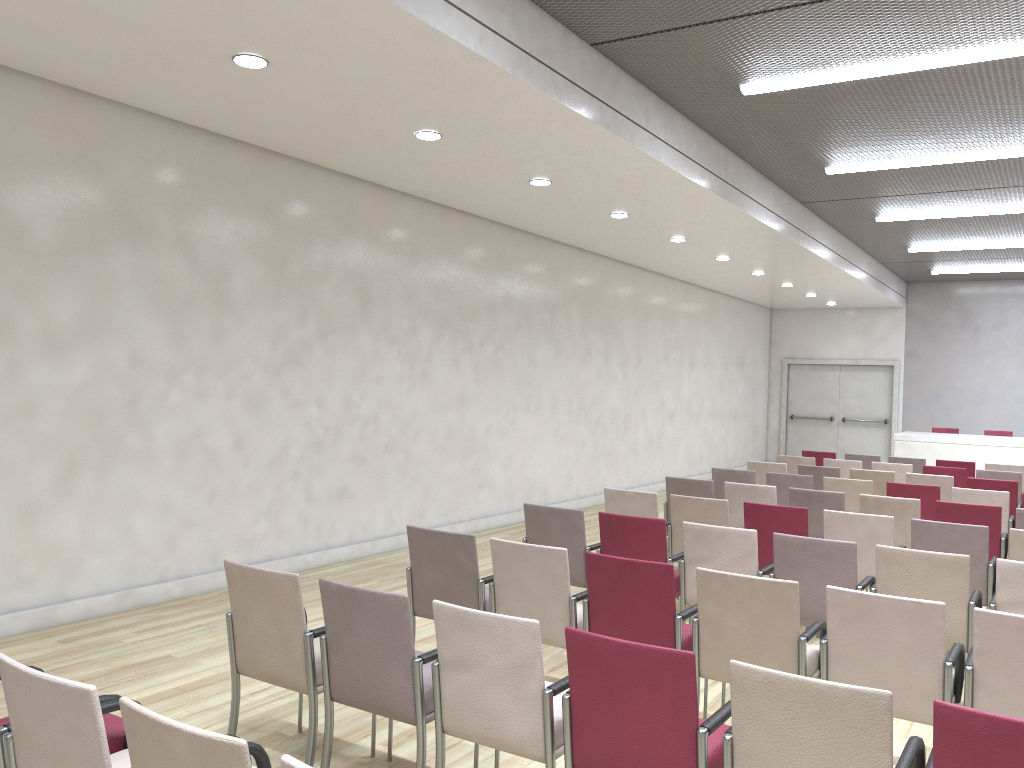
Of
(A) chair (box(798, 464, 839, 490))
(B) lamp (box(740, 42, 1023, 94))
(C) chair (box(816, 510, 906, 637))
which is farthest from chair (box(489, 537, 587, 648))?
(A) chair (box(798, 464, 839, 490))

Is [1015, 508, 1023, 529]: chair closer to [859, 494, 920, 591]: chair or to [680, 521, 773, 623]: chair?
[859, 494, 920, 591]: chair

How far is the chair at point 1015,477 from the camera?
9.7 meters

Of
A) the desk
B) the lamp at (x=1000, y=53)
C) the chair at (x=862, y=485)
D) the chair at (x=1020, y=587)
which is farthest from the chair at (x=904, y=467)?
the chair at (x=1020, y=587)

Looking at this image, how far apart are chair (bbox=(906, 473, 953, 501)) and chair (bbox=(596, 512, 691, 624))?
4.8m

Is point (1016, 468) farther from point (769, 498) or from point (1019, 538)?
point (1019, 538)

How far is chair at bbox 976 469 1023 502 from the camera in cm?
970

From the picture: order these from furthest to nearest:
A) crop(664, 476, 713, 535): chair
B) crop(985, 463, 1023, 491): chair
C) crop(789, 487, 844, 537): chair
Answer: crop(985, 463, 1023, 491): chair → crop(664, 476, 713, 535): chair → crop(789, 487, 844, 537): chair

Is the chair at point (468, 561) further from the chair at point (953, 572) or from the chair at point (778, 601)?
the chair at point (953, 572)

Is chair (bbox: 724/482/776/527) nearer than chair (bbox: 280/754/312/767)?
No
